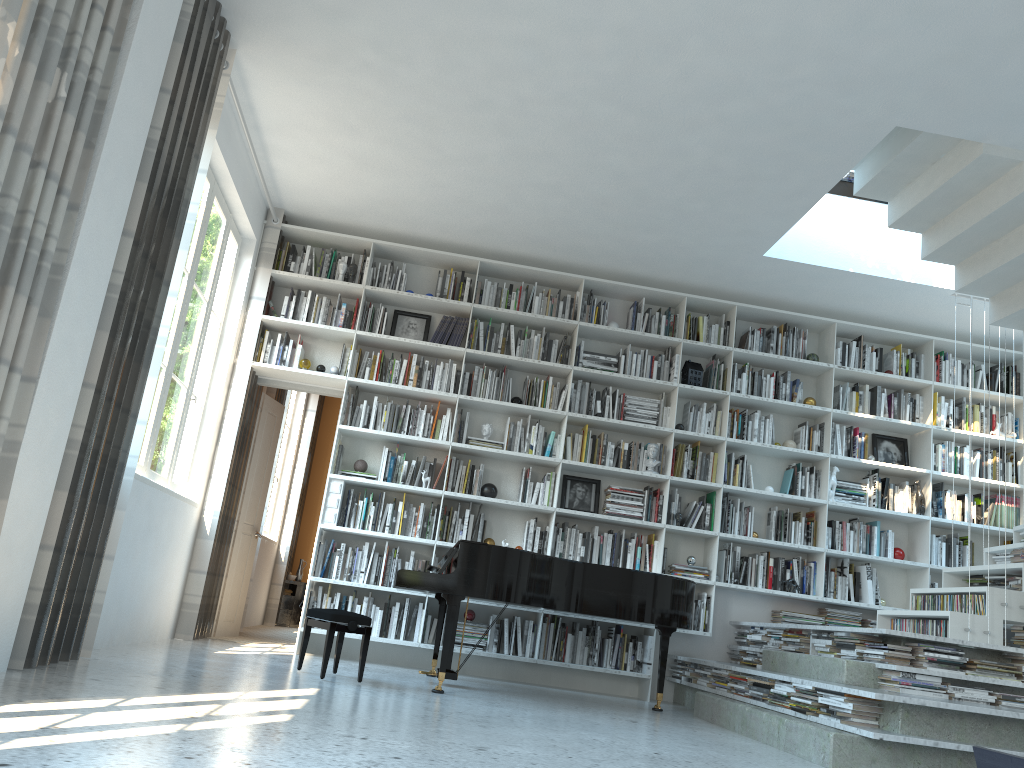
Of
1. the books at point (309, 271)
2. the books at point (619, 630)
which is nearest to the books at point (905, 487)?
the books at point (619, 630)

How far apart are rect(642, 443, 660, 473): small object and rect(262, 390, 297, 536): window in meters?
4.7 m

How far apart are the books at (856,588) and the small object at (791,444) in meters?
1.2 m

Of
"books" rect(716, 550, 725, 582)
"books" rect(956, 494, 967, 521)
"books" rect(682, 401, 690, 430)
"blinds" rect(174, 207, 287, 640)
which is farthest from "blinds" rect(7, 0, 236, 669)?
"books" rect(956, 494, 967, 521)

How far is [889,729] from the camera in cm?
394

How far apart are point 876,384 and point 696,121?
3.5 meters

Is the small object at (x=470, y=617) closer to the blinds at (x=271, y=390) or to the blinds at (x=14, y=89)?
the blinds at (x=271, y=390)

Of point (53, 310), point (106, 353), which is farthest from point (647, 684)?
A: point (53, 310)

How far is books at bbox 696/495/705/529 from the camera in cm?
685

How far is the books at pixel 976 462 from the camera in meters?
7.2
